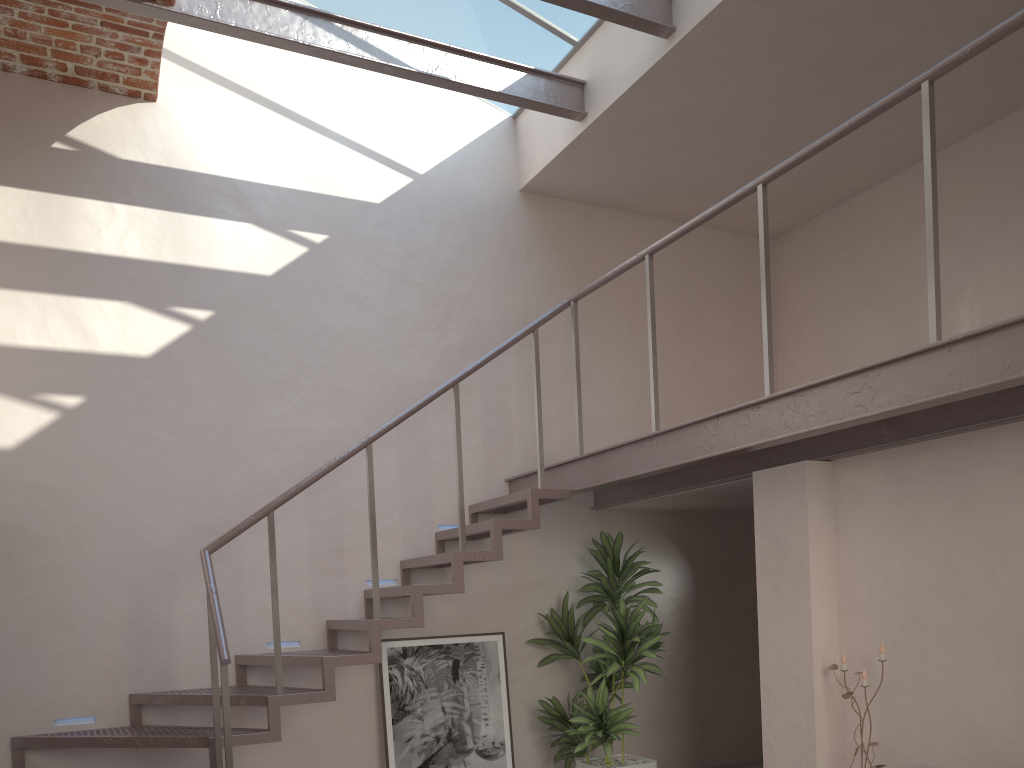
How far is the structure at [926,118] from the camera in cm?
310

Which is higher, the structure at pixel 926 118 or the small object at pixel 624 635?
the structure at pixel 926 118

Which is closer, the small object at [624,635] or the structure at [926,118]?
the structure at [926,118]

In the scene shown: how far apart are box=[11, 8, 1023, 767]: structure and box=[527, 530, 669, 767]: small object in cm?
27

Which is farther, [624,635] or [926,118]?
[624,635]

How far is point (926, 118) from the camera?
3.1m

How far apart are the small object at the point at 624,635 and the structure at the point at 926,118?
0.3 meters

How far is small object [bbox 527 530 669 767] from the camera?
5.74m

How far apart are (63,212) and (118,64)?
0.9m

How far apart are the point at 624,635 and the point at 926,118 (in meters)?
3.28
